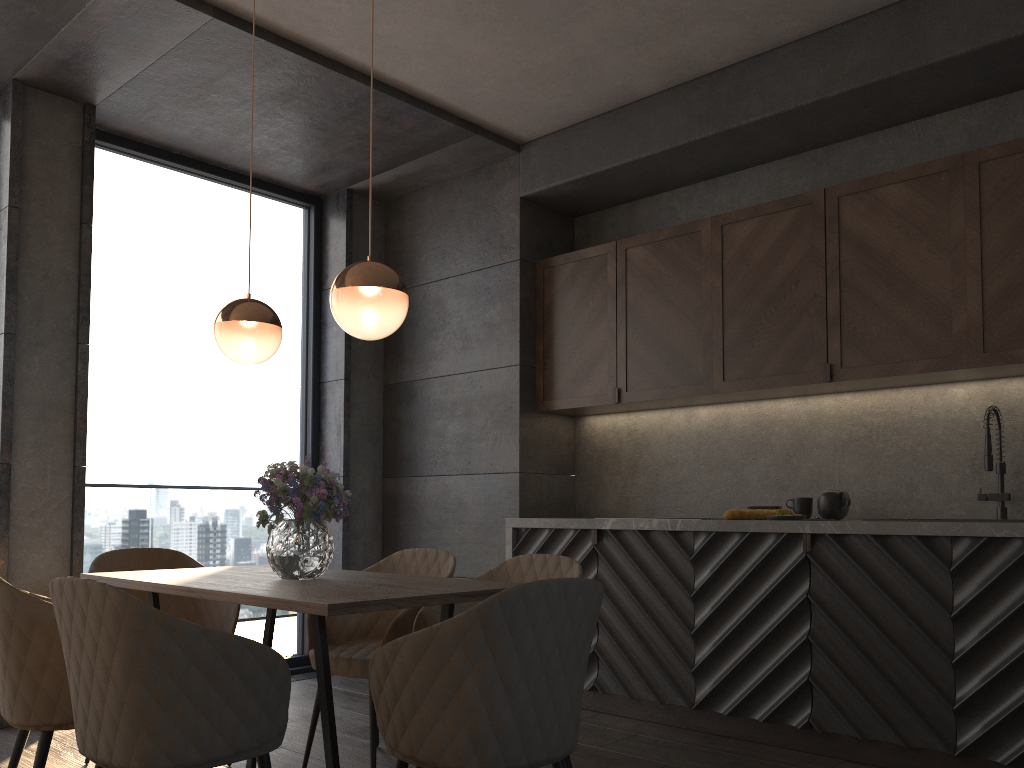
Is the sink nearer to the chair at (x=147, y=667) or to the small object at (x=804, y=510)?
the small object at (x=804, y=510)

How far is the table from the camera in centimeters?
218cm

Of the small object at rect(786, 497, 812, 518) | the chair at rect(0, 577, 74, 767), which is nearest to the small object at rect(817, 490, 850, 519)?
the small object at rect(786, 497, 812, 518)

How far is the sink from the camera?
3.5m

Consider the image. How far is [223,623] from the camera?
3.5m

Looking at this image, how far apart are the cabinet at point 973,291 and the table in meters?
2.0

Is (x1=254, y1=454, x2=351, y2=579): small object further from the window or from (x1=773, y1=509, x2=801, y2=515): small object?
the window

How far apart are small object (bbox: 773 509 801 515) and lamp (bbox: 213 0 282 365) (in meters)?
2.25

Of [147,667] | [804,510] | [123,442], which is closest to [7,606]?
[147,667]

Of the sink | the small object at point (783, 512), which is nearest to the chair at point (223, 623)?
the small object at point (783, 512)
